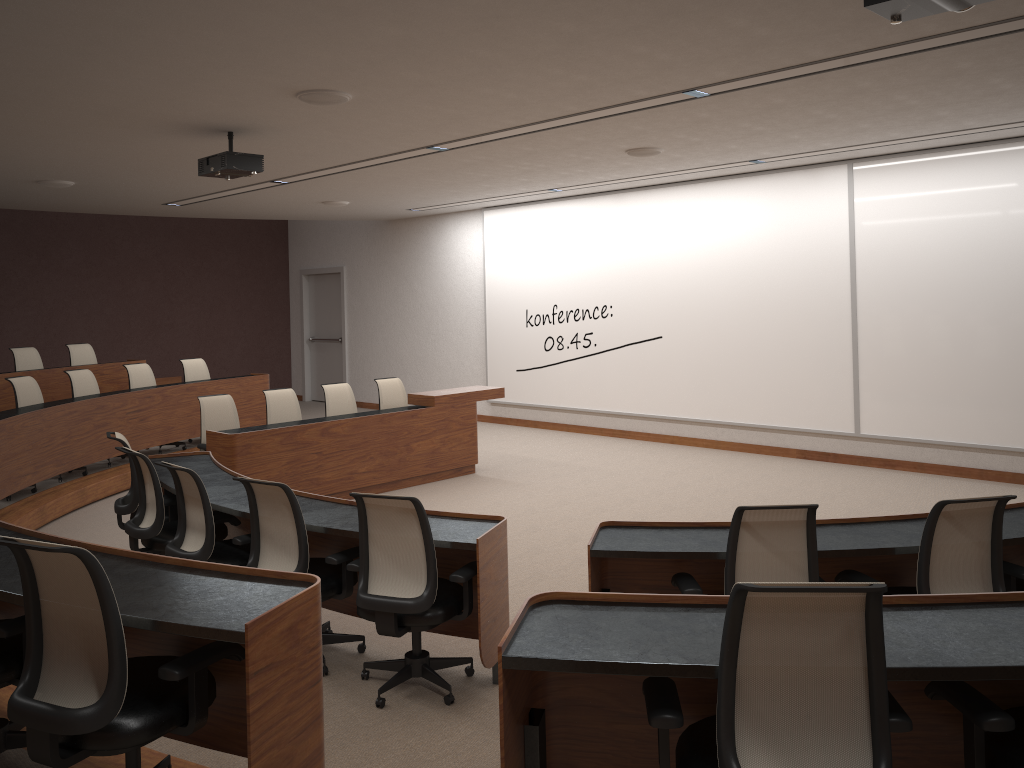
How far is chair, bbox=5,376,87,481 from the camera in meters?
8.1

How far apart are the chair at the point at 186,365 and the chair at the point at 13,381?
2.1 meters

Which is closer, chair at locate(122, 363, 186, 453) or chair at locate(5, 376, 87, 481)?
chair at locate(5, 376, 87, 481)

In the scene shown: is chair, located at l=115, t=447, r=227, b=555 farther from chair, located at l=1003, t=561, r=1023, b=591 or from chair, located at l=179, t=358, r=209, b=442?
chair, located at l=179, t=358, r=209, b=442

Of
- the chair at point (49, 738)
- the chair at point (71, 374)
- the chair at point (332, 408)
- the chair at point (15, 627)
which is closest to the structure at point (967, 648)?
the chair at point (49, 738)

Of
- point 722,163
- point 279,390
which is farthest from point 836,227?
point 279,390

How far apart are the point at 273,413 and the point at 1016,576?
6.4 meters

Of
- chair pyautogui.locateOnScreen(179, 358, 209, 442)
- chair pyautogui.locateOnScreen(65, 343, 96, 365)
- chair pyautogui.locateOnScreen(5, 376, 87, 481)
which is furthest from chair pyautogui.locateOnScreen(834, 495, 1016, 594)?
chair pyautogui.locateOnScreen(65, 343, 96, 365)

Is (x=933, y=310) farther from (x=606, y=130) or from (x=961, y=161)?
(x=606, y=130)

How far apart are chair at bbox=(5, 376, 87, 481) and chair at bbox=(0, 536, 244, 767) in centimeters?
619cm
